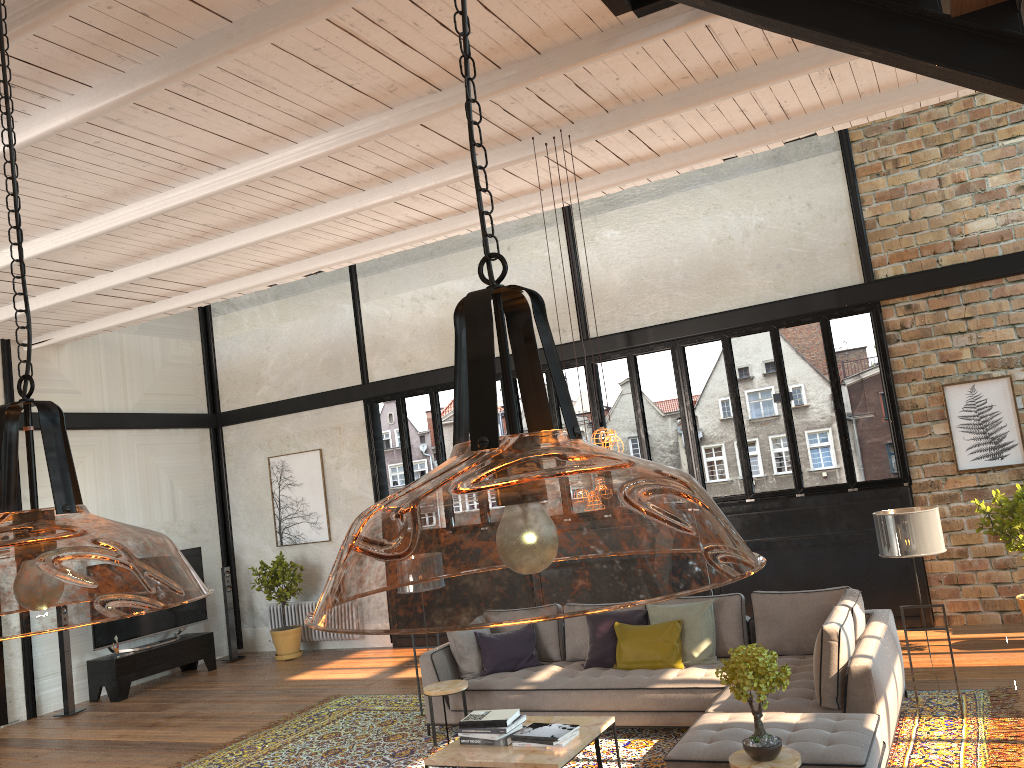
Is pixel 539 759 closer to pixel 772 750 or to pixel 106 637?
pixel 772 750

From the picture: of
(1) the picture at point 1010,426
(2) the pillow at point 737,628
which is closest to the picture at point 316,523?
(2) the pillow at point 737,628

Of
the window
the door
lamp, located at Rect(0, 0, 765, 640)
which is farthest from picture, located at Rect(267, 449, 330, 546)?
the door

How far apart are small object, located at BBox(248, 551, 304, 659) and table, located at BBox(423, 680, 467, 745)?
5.2 meters

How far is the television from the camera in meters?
10.7 m

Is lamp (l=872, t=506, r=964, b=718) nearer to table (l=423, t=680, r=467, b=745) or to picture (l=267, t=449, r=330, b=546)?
table (l=423, t=680, r=467, b=745)

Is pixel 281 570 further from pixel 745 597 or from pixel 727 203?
pixel 727 203

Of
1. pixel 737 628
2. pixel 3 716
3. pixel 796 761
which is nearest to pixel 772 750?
pixel 796 761

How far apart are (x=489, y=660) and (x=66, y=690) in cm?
565

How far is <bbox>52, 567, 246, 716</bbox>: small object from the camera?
10.01m
